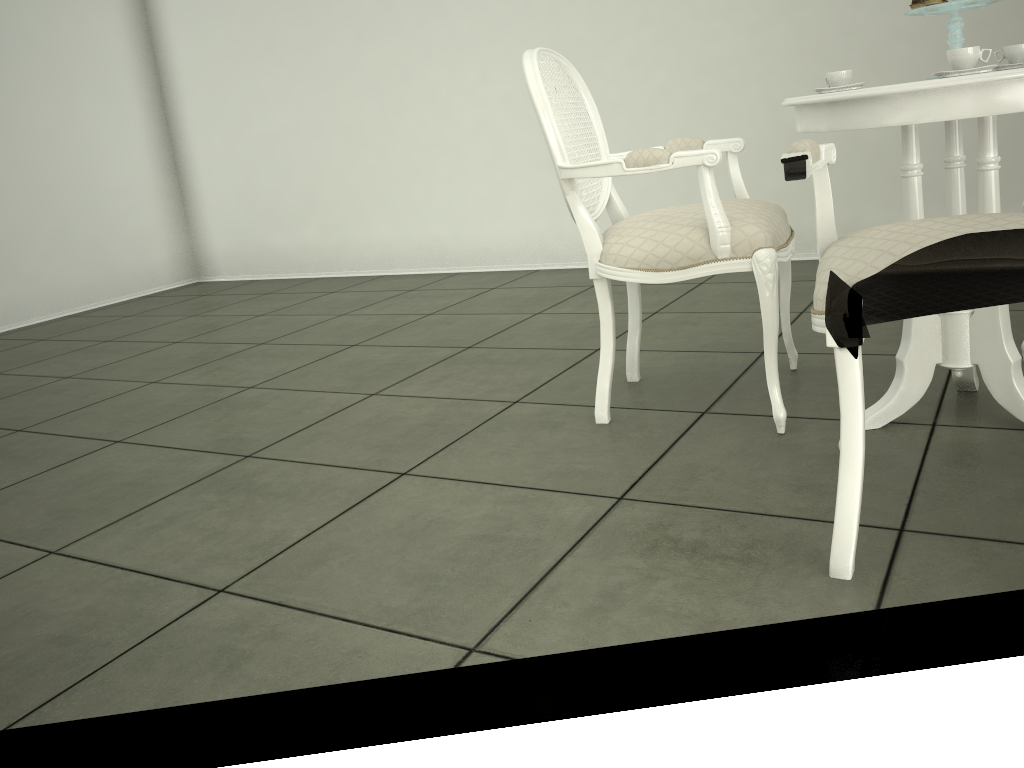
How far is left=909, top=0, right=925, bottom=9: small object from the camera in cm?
196

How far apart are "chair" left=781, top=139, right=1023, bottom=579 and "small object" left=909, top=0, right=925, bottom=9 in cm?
53

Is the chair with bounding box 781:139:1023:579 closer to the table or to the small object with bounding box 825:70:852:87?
the table

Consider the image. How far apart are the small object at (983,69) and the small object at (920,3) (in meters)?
0.29

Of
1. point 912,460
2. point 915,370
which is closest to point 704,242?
point 915,370

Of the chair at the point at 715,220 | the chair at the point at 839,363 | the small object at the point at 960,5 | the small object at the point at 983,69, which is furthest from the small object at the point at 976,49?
the chair at the point at 715,220

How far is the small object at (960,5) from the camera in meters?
1.9 m

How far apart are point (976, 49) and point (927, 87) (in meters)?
0.16

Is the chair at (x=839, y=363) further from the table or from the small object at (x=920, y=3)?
the small object at (x=920, y=3)

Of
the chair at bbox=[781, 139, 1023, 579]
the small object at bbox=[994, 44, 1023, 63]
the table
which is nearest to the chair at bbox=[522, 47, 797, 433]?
the table
